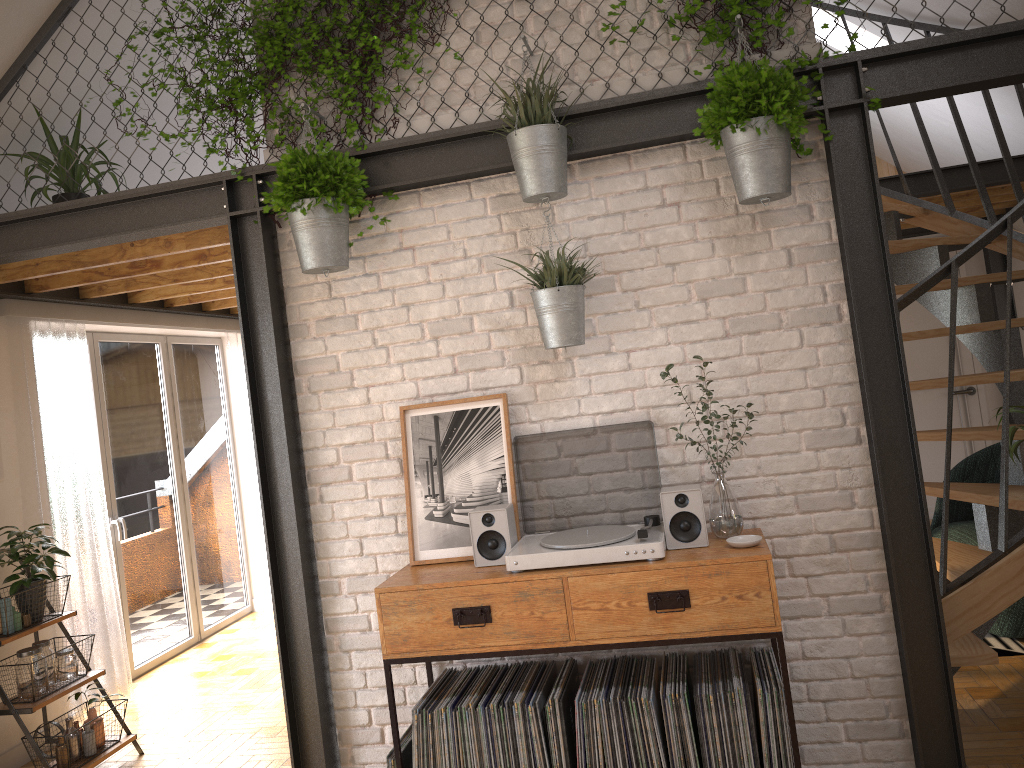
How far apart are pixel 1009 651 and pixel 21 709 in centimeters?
459cm

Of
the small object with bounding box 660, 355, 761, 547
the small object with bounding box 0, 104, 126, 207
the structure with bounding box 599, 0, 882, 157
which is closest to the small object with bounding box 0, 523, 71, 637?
the small object with bounding box 0, 104, 126, 207

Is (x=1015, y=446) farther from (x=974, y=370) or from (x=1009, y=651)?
(x=974, y=370)

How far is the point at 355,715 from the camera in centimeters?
343cm

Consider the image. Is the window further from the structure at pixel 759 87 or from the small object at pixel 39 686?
the structure at pixel 759 87

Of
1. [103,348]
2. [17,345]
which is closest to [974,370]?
[103,348]

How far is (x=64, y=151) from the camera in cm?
390

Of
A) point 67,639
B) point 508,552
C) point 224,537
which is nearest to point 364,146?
point 508,552

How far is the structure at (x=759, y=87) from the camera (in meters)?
2.78

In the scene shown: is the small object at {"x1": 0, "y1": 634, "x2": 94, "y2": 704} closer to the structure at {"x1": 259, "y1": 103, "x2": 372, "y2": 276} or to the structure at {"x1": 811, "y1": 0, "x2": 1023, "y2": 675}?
the structure at {"x1": 259, "y1": 103, "x2": 372, "y2": 276}
